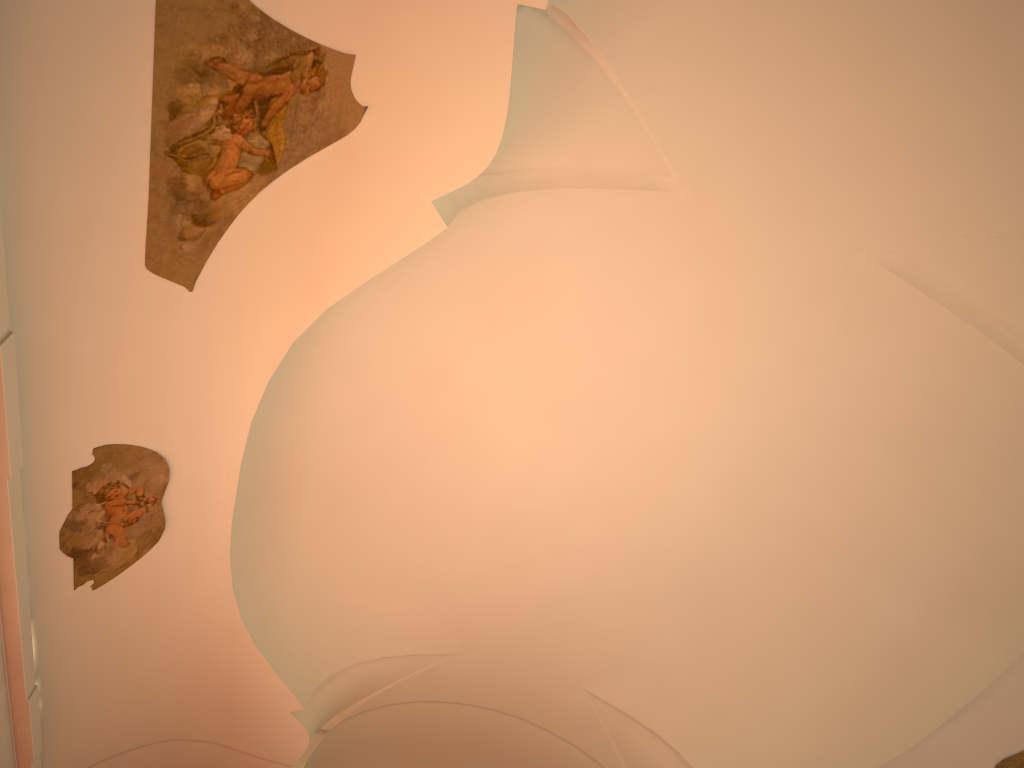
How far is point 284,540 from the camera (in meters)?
9.11

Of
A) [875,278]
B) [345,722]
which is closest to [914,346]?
[875,278]
